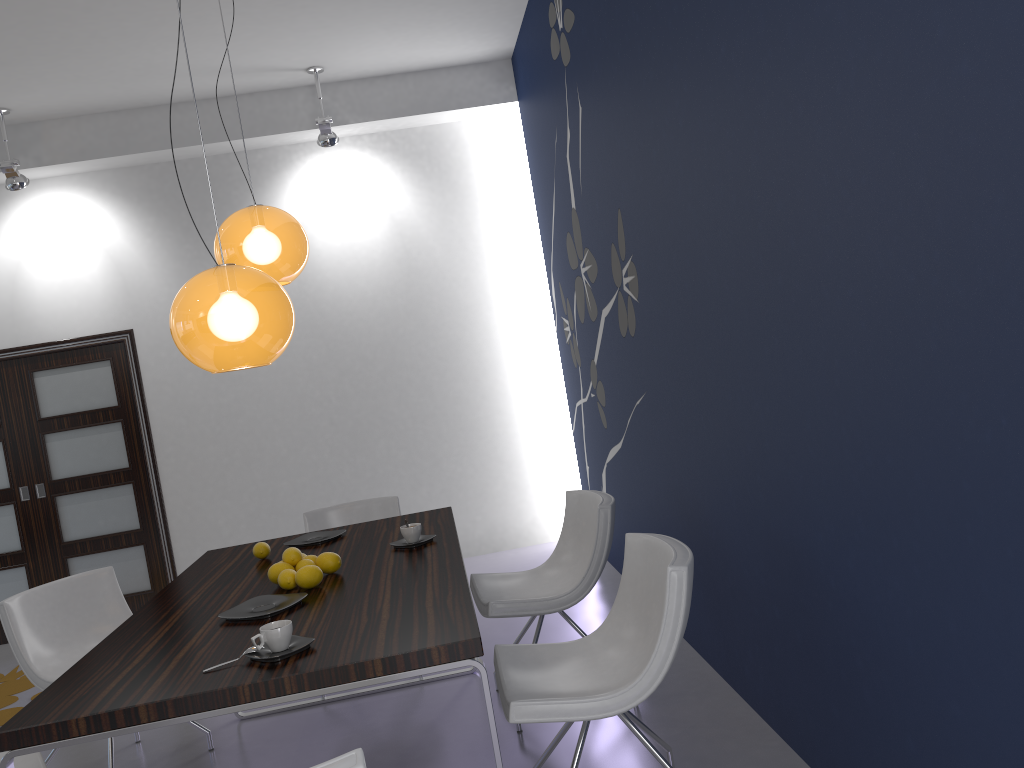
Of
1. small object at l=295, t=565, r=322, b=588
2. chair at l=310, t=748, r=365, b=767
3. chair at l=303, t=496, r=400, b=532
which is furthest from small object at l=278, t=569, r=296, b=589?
chair at l=303, t=496, r=400, b=532

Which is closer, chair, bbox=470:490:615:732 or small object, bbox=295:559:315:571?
small object, bbox=295:559:315:571

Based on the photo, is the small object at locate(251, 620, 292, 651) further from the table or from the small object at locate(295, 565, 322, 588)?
the small object at locate(295, 565, 322, 588)

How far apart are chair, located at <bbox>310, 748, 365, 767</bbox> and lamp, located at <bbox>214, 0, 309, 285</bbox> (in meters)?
2.16

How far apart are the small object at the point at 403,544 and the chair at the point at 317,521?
1.3 meters

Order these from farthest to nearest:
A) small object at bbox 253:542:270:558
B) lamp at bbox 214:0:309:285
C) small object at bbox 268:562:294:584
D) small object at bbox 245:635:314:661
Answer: small object at bbox 253:542:270:558, lamp at bbox 214:0:309:285, small object at bbox 268:562:294:584, small object at bbox 245:635:314:661

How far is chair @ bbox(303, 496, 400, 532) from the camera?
4.6 meters

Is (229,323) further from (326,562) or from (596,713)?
(596,713)

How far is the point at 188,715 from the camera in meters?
2.1

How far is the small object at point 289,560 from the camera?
3.07m
